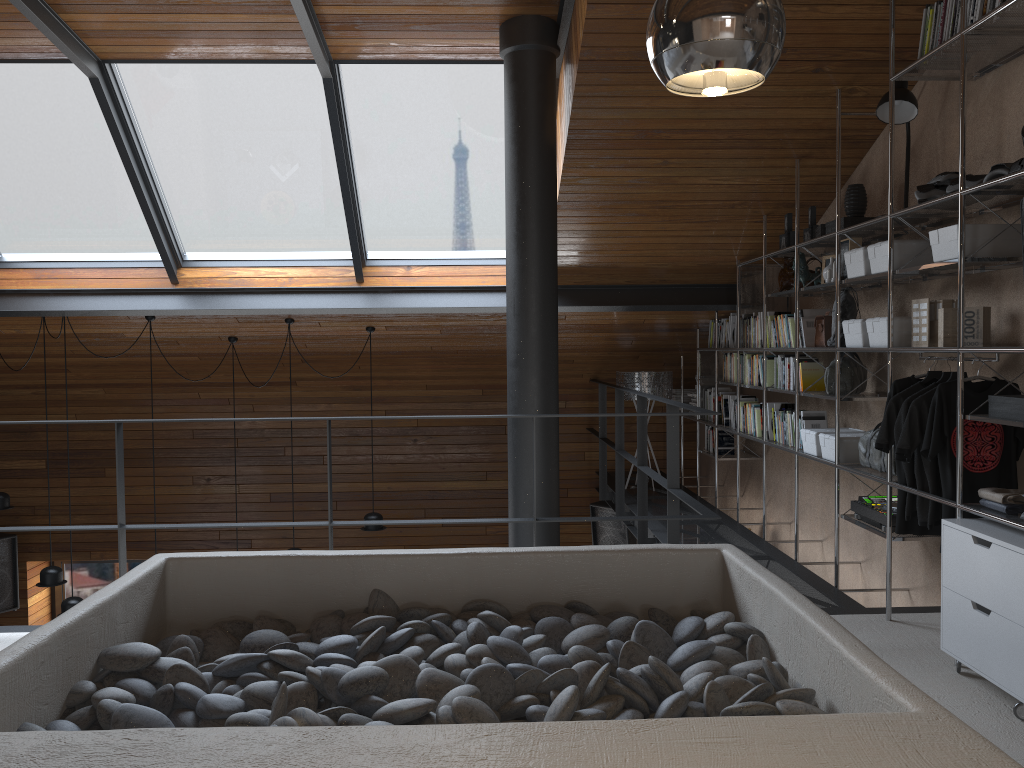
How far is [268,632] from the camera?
2.50m

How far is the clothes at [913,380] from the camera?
3.8 meters

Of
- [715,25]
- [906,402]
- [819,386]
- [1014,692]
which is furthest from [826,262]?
[715,25]

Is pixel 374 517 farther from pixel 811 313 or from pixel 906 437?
pixel 906 437

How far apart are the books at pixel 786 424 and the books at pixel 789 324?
0.41m

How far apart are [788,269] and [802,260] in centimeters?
24cm

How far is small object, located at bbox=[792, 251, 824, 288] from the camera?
5.05m

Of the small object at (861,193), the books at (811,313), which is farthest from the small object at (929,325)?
the books at (811,313)

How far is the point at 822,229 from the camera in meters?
4.7 m

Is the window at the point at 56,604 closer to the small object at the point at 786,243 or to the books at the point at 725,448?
the books at the point at 725,448
